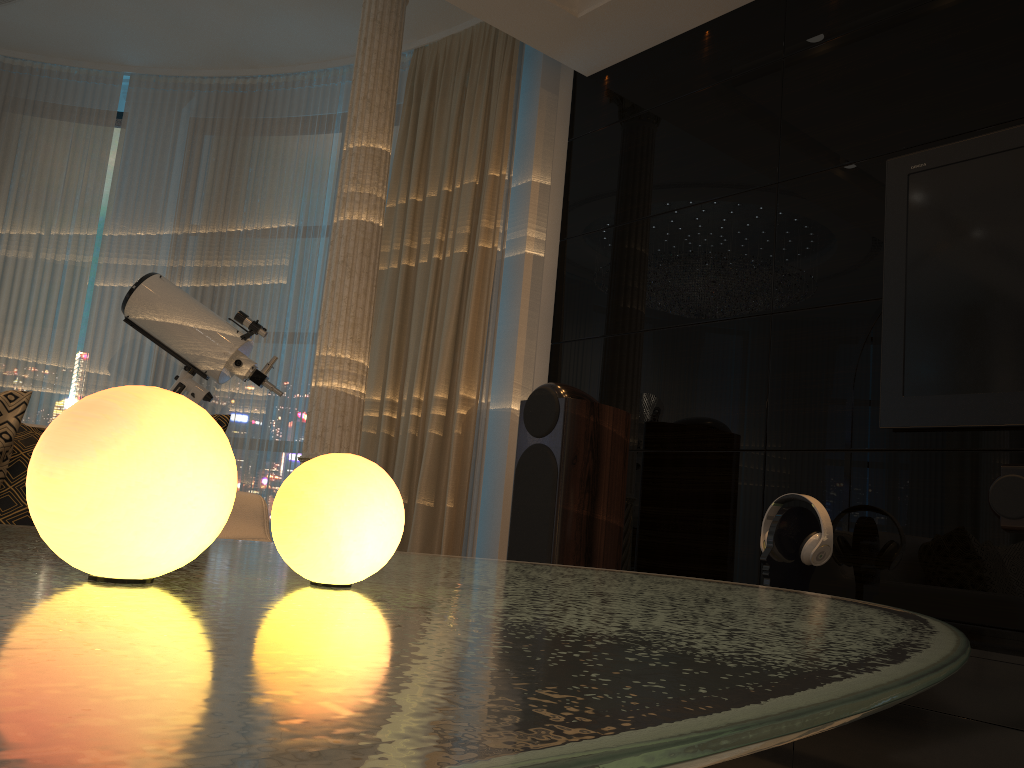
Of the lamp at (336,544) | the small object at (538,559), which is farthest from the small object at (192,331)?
the lamp at (336,544)

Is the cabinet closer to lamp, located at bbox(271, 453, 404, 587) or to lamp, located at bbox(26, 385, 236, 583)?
lamp, located at bbox(271, 453, 404, 587)

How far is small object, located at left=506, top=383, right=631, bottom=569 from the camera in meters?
3.0

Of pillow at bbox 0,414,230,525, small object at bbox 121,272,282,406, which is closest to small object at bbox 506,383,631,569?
small object at bbox 121,272,282,406

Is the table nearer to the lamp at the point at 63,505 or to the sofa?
the lamp at the point at 63,505

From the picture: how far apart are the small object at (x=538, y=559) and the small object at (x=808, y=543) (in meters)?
0.60

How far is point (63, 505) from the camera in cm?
47

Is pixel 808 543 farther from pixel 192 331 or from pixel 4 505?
pixel 192 331

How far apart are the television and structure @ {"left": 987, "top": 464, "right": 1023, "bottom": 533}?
0.13m

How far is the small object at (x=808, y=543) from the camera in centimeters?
250cm
